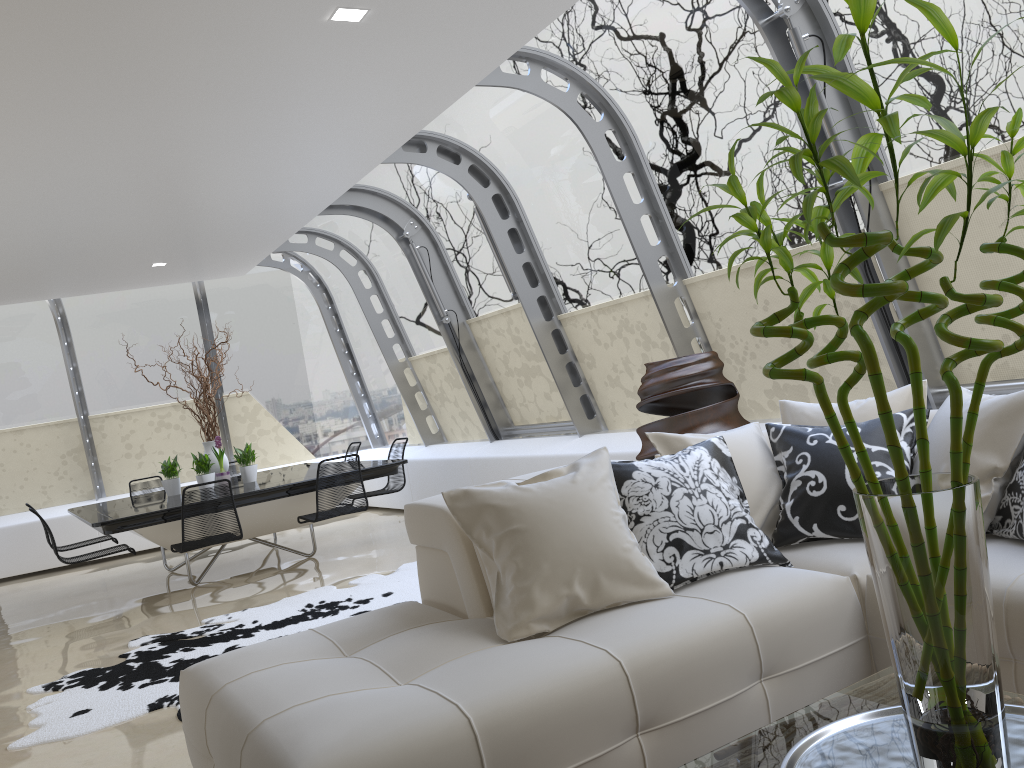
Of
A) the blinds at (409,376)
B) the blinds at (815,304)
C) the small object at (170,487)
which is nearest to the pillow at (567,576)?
the blinds at (815,304)

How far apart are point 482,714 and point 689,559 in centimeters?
103cm

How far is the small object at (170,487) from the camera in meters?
8.1

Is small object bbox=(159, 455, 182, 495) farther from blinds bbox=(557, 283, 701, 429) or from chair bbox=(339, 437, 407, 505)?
blinds bbox=(557, 283, 701, 429)

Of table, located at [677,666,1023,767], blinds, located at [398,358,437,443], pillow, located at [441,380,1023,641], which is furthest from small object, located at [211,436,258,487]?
table, located at [677,666,1023,767]

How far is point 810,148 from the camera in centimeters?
142cm

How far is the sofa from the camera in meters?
2.1

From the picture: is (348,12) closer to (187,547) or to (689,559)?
(689,559)

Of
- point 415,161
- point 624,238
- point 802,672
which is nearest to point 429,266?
point 415,161

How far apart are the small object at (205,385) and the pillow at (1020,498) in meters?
6.7
